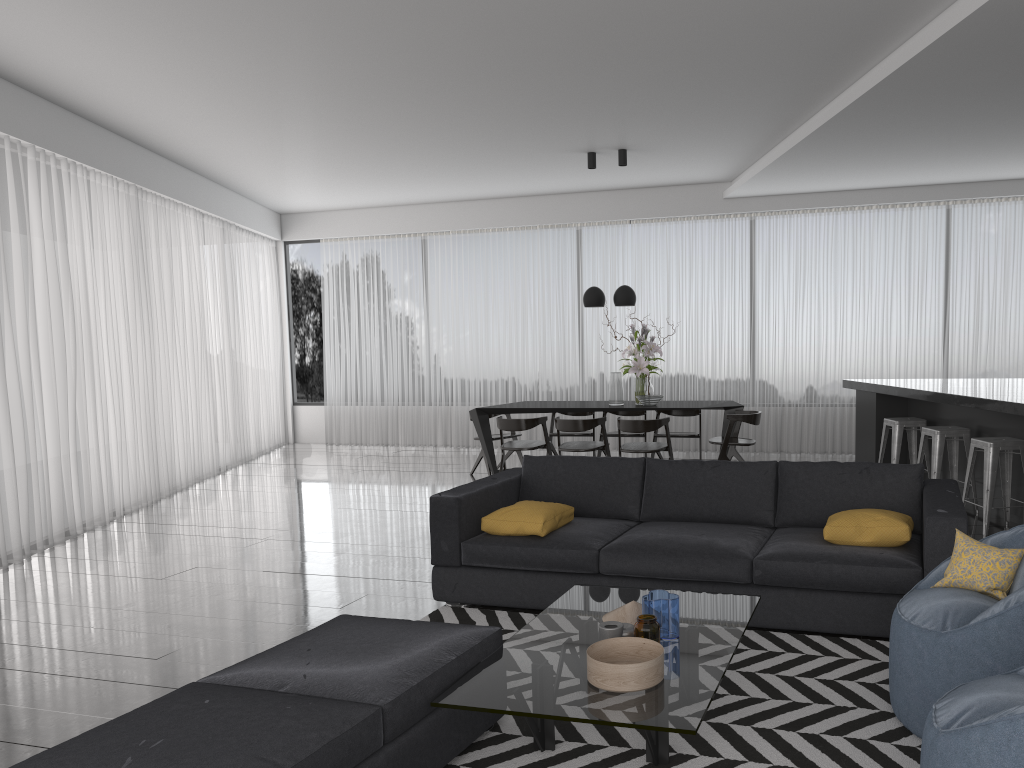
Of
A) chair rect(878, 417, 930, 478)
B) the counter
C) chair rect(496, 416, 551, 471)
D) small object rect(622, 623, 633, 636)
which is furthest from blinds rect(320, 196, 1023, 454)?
small object rect(622, 623, 633, 636)

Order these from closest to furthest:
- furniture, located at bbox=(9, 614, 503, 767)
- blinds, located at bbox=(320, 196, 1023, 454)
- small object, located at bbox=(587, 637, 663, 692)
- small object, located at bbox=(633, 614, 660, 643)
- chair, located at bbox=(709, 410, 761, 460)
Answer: furniture, located at bbox=(9, 614, 503, 767) < small object, located at bbox=(587, 637, 663, 692) < small object, located at bbox=(633, 614, 660, 643) < chair, located at bbox=(709, 410, 761, 460) < blinds, located at bbox=(320, 196, 1023, 454)

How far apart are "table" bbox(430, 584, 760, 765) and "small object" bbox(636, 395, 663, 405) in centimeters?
456cm

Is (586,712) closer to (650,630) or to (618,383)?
(650,630)

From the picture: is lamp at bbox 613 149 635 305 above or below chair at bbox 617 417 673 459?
above

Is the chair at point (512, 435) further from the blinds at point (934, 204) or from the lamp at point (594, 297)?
the blinds at point (934, 204)

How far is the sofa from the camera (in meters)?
3.80

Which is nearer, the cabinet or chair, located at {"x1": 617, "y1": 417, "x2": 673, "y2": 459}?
the cabinet

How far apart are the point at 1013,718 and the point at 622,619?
1.6m

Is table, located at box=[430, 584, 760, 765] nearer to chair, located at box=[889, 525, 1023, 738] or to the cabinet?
chair, located at box=[889, 525, 1023, 738]
